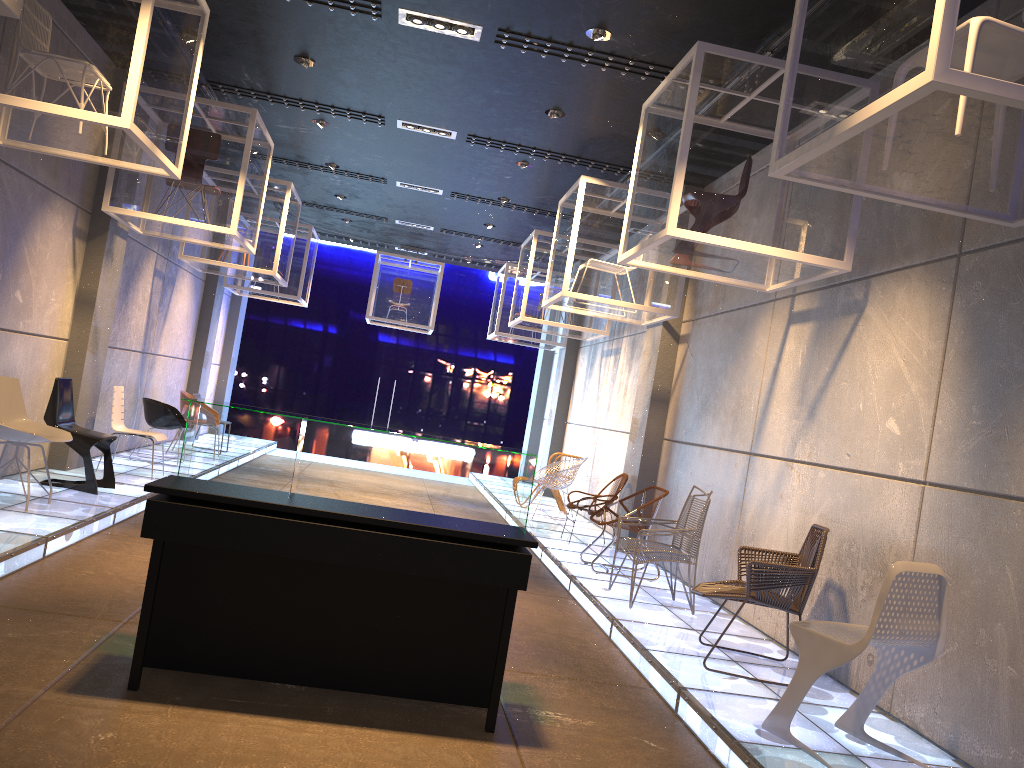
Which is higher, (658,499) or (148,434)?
(658,499)

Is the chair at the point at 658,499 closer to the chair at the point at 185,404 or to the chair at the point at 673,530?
the chair at the point at 673,530

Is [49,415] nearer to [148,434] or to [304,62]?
[148,434]

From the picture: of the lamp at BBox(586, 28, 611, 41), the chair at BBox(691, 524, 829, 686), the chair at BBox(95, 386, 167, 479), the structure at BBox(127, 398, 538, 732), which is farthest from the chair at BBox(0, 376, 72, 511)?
the lamp at BBox(586, 28, 611, 41)

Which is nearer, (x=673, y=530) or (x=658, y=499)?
(x=673, y=530)

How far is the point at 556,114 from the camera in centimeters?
776cm

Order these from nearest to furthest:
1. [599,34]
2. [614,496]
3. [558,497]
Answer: [599,34]
[614,496]
[558,497]

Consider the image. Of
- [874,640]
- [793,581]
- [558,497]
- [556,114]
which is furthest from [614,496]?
Result: [874,640]

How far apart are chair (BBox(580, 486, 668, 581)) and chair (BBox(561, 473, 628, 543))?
1.4 meters

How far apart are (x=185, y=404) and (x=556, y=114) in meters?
6.5
